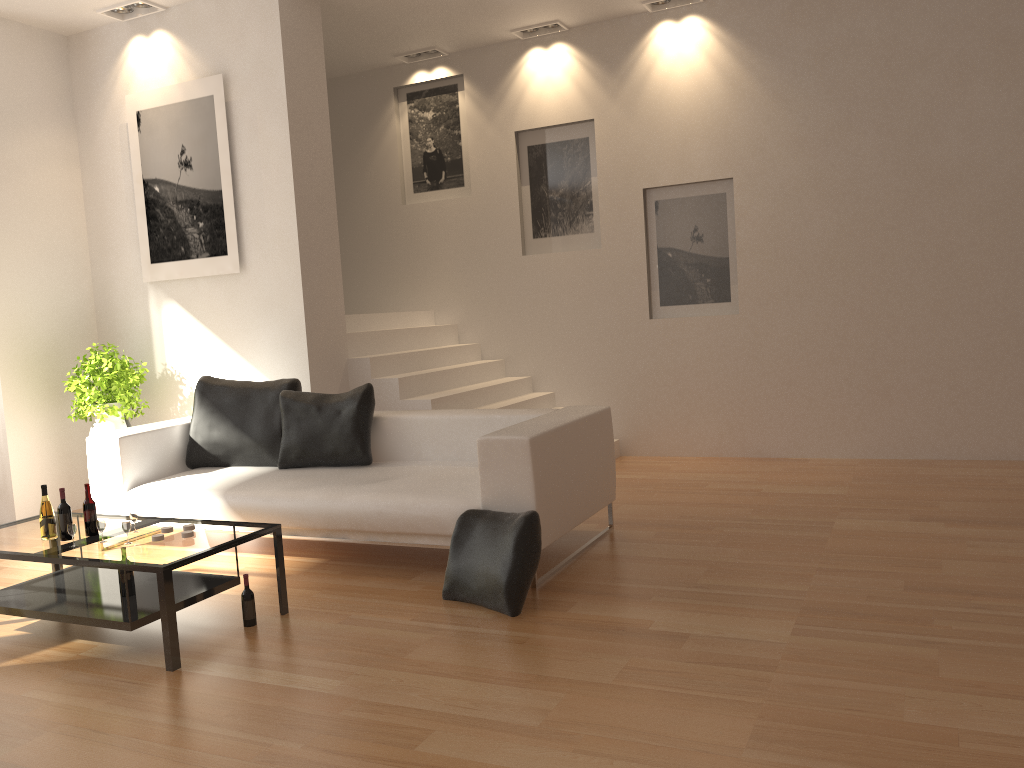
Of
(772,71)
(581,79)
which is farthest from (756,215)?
(581,79)

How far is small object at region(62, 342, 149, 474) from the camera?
6.5m

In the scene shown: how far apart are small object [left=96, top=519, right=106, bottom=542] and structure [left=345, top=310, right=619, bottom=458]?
2.87m

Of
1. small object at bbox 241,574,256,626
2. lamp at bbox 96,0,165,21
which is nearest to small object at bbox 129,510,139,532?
small object at bbox 241,574,256,626

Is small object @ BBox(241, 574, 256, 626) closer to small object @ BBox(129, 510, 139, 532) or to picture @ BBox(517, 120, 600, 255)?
small object @ BBox(129, 510, 139, 532)

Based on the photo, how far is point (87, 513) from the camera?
4.1 meters

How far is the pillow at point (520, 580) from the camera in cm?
392

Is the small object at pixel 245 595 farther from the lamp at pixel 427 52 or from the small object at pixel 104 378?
the lamp at pixel 427 52

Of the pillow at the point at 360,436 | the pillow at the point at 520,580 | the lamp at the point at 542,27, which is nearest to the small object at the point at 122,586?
the pillow at the point at 520,580

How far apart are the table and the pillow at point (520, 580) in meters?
0.8
